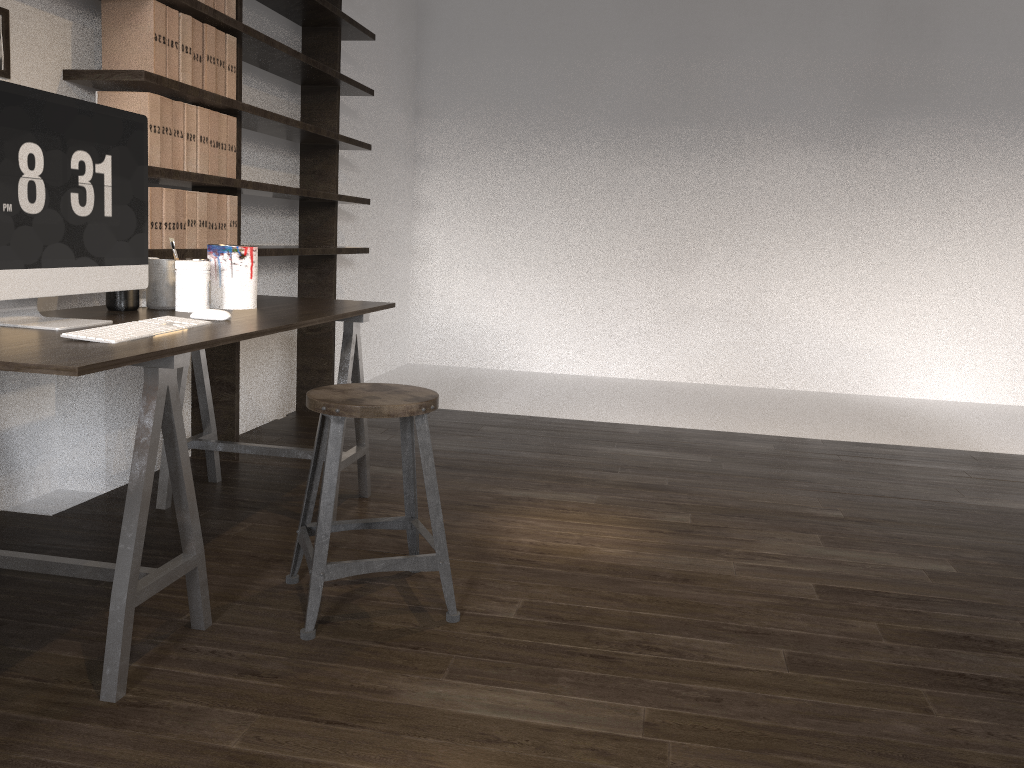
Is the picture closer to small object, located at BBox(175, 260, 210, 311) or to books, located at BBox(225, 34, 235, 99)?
small object, located at BBox(175, 260, 210, 311)

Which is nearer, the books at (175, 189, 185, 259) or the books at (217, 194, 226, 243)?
the books at (175, 189, 185, 259)

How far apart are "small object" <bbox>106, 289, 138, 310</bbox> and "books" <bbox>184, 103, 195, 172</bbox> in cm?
63

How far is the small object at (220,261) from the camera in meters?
2.5

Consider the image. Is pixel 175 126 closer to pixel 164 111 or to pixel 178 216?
pixel 164 111

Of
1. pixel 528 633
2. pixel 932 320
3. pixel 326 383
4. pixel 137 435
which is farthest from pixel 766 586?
pixel 932 320

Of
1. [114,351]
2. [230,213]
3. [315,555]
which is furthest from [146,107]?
[315,555]

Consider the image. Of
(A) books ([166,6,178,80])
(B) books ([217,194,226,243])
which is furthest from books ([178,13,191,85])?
(B) books ([217,194,226,243])

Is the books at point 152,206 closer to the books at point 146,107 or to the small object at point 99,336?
the books at point 146,107

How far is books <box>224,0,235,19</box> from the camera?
3.00m
